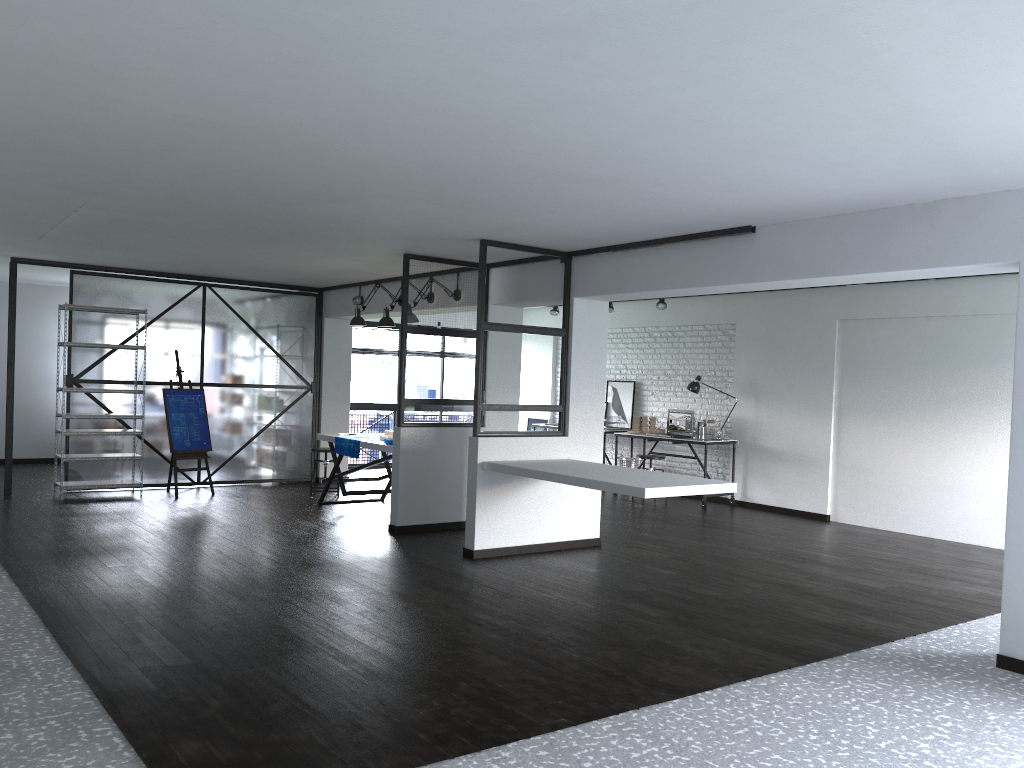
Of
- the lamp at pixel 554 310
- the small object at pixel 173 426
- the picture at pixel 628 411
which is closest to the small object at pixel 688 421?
the picture at pixel 628 411

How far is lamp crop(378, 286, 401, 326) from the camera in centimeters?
819cm

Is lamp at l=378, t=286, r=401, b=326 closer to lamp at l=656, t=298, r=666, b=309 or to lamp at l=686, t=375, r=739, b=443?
lamp at l=656, t=298, r=666, b=309

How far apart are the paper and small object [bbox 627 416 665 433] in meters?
3.8

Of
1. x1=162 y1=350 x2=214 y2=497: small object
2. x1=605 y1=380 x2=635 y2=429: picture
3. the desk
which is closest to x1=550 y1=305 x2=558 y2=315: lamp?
x1=605 y1=380 x2=635 y2=429: picture

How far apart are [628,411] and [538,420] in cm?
183

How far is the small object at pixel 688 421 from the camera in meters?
10.1 m

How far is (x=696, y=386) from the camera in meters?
10.0

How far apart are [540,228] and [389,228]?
1.1 meters

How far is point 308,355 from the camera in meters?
10.4
